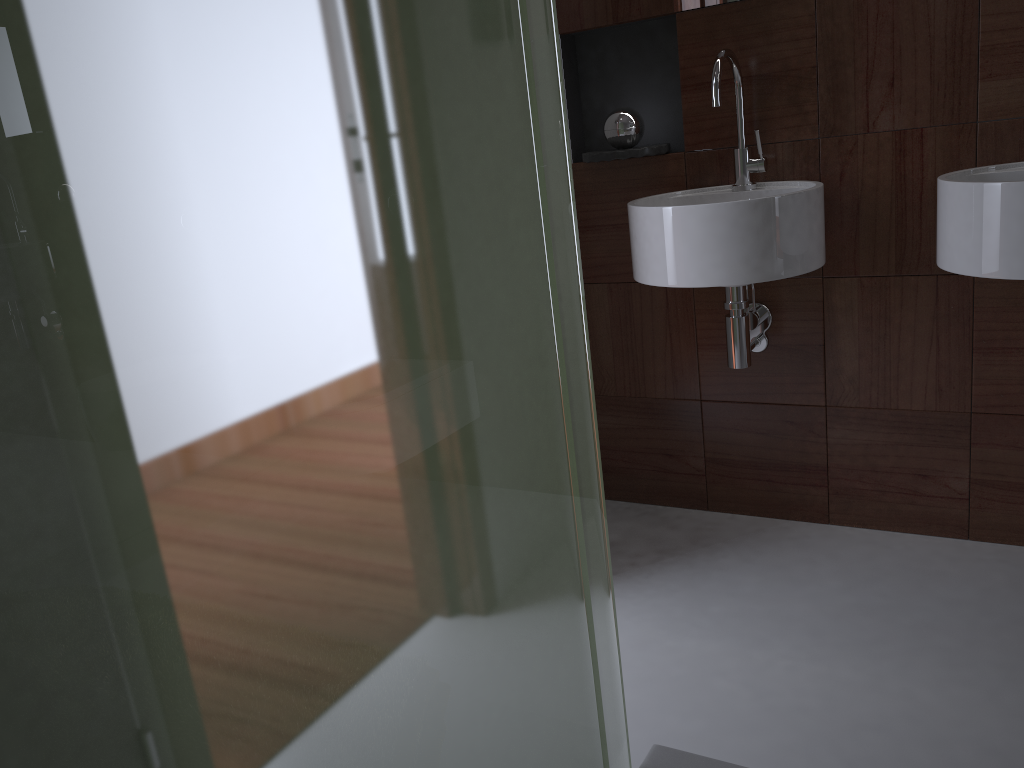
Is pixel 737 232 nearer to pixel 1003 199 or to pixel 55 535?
pixel 1003 199

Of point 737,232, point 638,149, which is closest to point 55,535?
point 737,232

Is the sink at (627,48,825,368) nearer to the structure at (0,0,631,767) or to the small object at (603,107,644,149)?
the small object at (603,107,644,149)

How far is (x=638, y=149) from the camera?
2.13m

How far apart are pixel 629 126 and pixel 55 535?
2.0m

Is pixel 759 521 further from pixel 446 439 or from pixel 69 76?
pixel 69 76

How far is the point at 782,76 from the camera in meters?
2.0 m

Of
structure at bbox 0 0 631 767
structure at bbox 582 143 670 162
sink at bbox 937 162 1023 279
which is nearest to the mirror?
structure at bbox 582 143 670 162

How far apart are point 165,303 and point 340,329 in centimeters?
11cm

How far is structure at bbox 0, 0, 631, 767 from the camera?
0.35m
